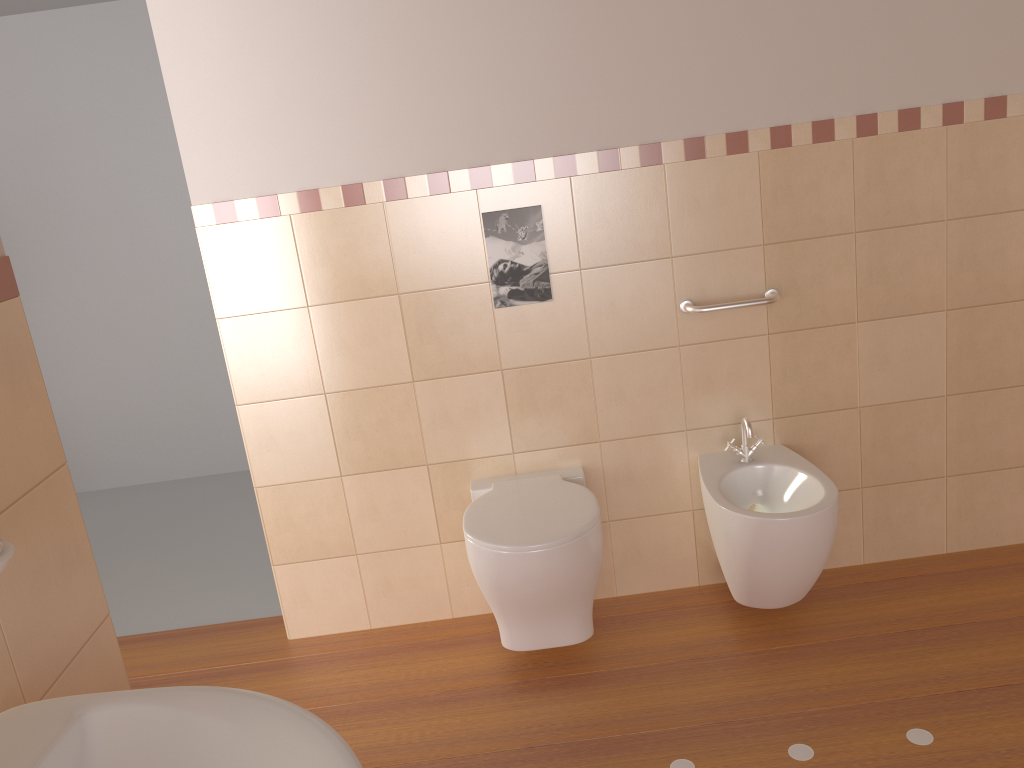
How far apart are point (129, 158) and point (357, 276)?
2.20m

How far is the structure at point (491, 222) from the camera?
2.5 meters

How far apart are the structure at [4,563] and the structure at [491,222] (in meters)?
1.66

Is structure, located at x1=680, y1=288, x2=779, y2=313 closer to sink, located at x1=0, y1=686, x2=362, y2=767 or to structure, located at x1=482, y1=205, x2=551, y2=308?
structure, located at x1=482, y1=205, x2=551, y2=308

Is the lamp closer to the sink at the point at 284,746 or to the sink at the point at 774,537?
the sink at the point at 774,537

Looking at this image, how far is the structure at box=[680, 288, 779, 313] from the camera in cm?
253

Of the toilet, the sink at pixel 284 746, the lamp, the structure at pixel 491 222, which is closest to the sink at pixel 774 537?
the toilet

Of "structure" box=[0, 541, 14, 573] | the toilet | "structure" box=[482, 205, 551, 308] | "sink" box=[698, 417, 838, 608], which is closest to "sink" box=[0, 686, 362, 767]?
"structure" box=[0, 541, 14, 573]

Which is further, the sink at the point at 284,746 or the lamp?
the lamp

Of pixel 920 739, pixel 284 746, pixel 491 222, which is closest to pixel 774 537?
pixel 920 739
